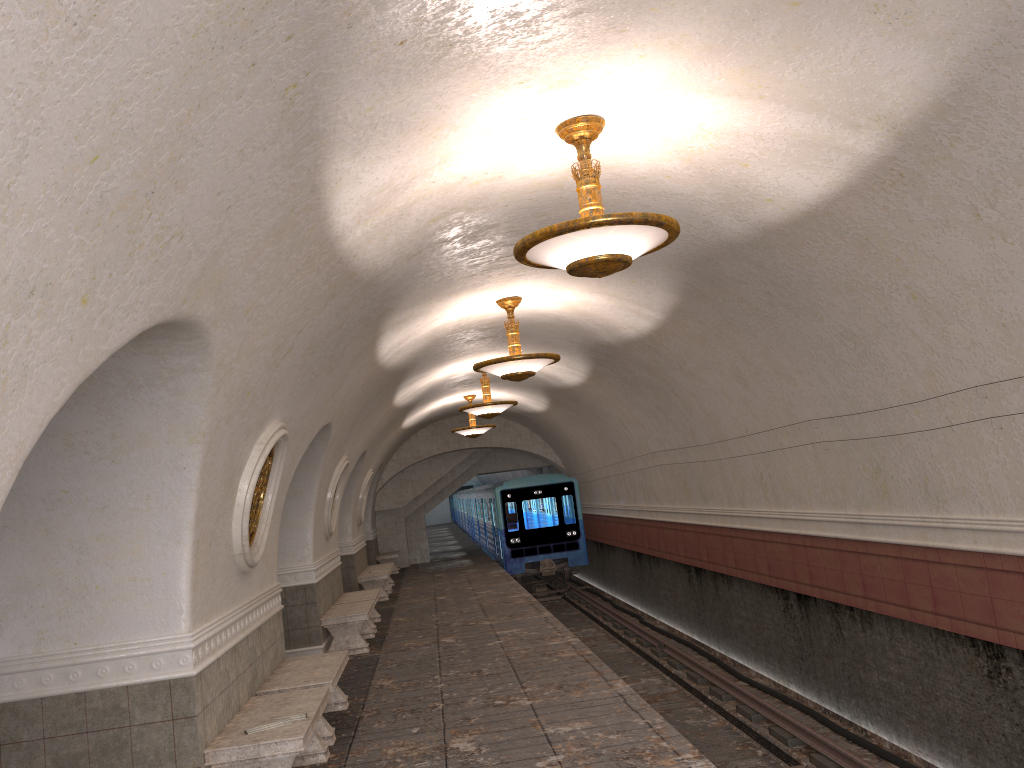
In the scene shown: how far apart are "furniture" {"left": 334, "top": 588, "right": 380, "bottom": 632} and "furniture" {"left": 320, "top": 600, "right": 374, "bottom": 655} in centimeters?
45cm

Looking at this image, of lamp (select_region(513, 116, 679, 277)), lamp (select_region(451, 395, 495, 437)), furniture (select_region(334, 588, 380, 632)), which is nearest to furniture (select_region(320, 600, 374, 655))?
furniture (select_region(334, 588, 380, 632))

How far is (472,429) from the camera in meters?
19.3 m

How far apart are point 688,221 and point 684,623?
10.0 meters

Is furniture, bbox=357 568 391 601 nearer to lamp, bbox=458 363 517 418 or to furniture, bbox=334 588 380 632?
furniture, bbox=334 588 380 632

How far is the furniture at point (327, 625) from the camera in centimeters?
1142cm

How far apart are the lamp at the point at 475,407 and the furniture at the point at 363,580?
4.56m

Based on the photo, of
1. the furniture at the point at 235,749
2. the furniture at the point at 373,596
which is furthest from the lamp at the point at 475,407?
the furniture at the point at 235,749

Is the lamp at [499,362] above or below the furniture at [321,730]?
above

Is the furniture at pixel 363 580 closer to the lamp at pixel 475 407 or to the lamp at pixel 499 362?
the lamp at pixel 475 407
